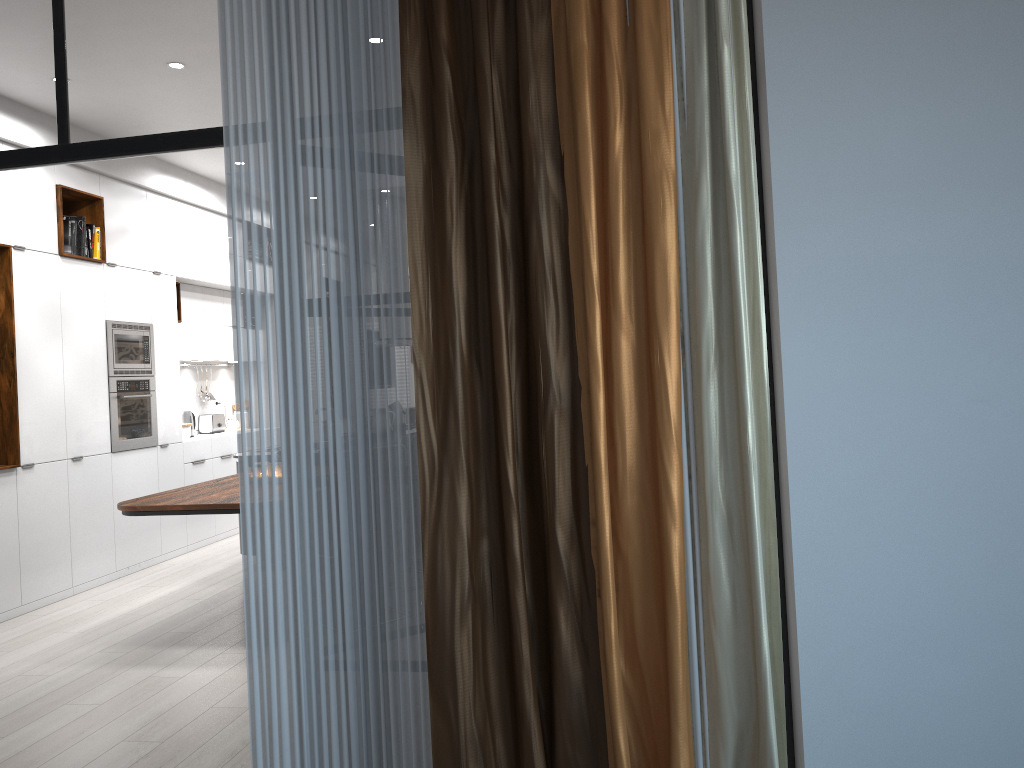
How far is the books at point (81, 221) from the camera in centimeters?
644cm

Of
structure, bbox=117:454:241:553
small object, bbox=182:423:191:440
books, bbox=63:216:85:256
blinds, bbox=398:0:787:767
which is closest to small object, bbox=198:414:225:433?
small object, bbox=182:423:191:440

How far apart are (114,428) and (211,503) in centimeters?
256cm

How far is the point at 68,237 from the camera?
6.35m

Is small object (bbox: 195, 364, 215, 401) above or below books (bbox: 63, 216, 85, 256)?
below

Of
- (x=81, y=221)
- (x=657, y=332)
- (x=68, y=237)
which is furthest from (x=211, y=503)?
(x=657, y=332)

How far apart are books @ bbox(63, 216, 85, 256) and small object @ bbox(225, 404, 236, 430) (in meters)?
3.25

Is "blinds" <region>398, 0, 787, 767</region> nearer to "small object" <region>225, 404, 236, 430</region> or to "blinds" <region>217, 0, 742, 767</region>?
"blinds" <region>217, 0, 742, 767</region>

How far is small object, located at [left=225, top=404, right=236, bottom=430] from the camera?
9.4m

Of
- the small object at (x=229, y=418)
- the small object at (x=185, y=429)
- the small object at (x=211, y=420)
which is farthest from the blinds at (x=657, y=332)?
the small object at (x=229, y=418)
